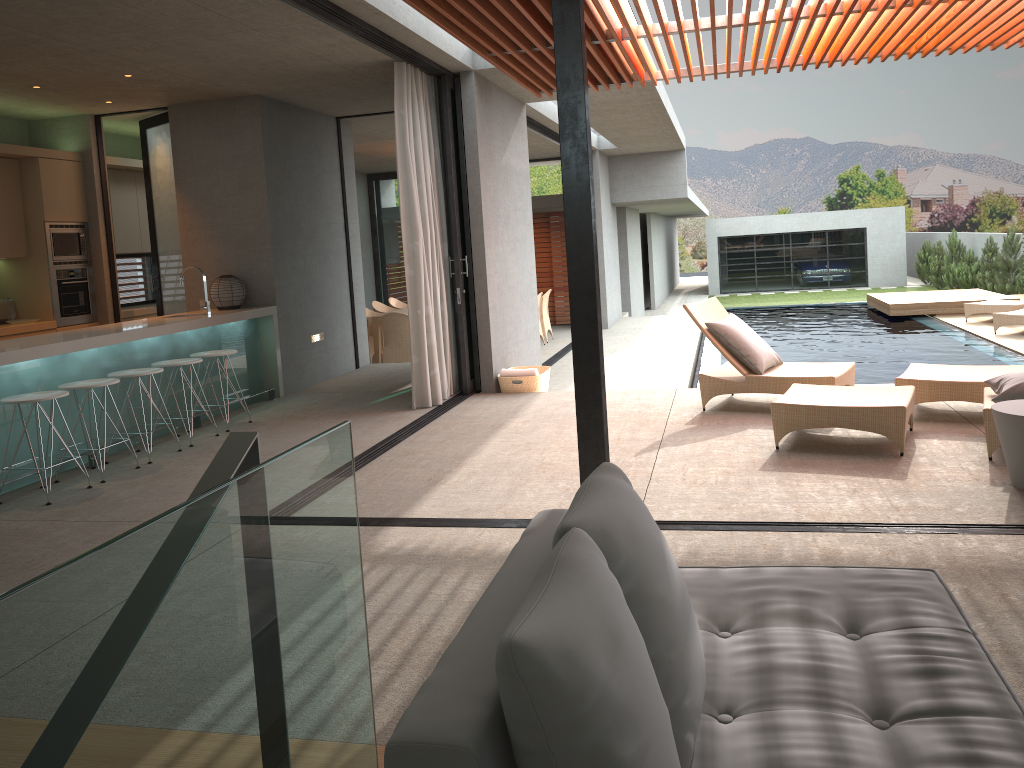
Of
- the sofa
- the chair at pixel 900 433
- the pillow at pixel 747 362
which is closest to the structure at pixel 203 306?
the pillow at pixel 747 362

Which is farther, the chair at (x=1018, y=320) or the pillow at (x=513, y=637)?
the chair at (x=1018, y=320)

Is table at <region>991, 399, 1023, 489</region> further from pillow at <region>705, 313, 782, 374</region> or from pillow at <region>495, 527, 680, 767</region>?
pillow at <region>495, 527, 680, 767</region>

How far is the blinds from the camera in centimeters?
735cm

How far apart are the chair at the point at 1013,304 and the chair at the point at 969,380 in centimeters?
799cm

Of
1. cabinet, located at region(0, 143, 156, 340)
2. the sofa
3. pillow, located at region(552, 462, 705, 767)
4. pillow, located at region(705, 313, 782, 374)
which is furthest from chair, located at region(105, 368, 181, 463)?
pillow, located at region(552, 462, 705, 767)

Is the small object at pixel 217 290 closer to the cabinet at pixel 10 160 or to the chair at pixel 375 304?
the cabinet at pixel 10 160

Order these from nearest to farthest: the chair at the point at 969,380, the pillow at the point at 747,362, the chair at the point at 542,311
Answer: the chair at the point at 969,380 → the pillow at the point at 747,362 → the chair at the point at 542,311

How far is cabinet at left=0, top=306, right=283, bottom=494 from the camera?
5.7 meters

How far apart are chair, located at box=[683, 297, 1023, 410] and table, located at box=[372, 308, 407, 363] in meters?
6.2 m
